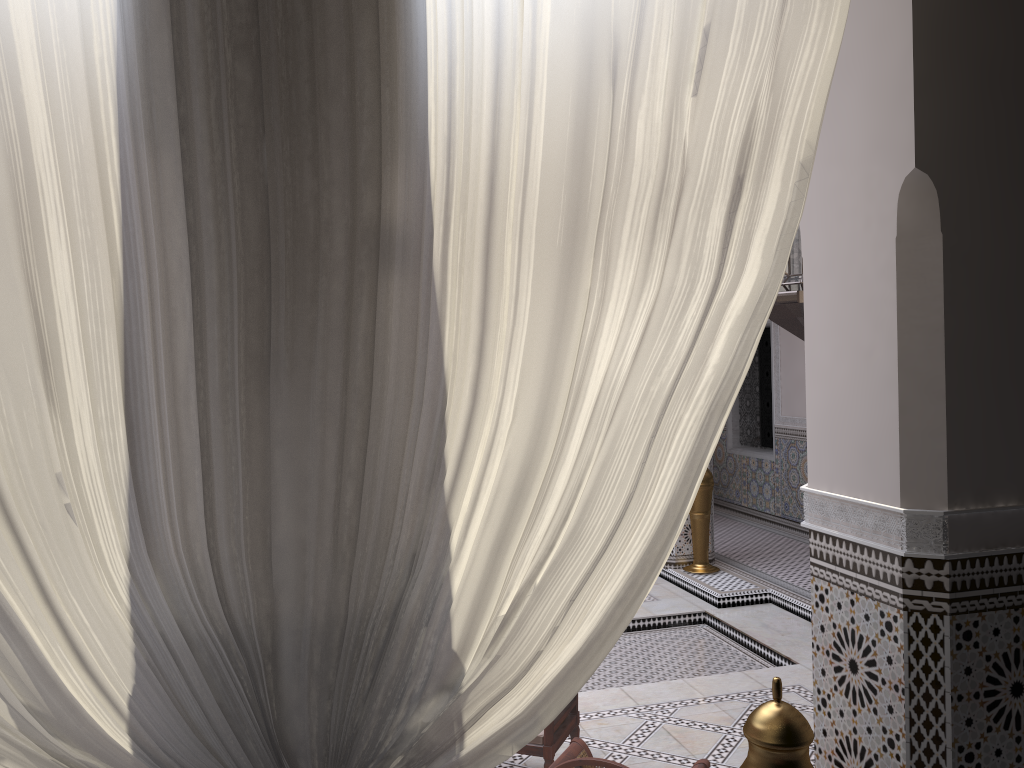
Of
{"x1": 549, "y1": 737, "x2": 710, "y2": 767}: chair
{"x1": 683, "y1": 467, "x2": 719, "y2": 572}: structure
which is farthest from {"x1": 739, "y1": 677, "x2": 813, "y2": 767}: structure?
{"x1": 683, "y1": 467, "x2": 719, "y2": 572}: structure

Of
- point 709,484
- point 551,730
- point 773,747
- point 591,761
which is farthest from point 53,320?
point 709,484

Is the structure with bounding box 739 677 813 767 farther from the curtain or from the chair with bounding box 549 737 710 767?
the chair with bounding box 549 737 710 767

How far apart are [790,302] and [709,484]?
2.6 meters

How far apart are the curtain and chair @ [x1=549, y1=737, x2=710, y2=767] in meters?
0.8

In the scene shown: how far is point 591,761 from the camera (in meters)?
1.46

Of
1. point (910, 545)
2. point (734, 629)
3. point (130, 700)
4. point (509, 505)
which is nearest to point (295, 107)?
point (509, 505)

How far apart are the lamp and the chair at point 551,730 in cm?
107

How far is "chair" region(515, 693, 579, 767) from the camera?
1.9 meters

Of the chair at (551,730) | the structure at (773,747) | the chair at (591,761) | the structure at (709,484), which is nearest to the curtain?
the structure at (773,747)
